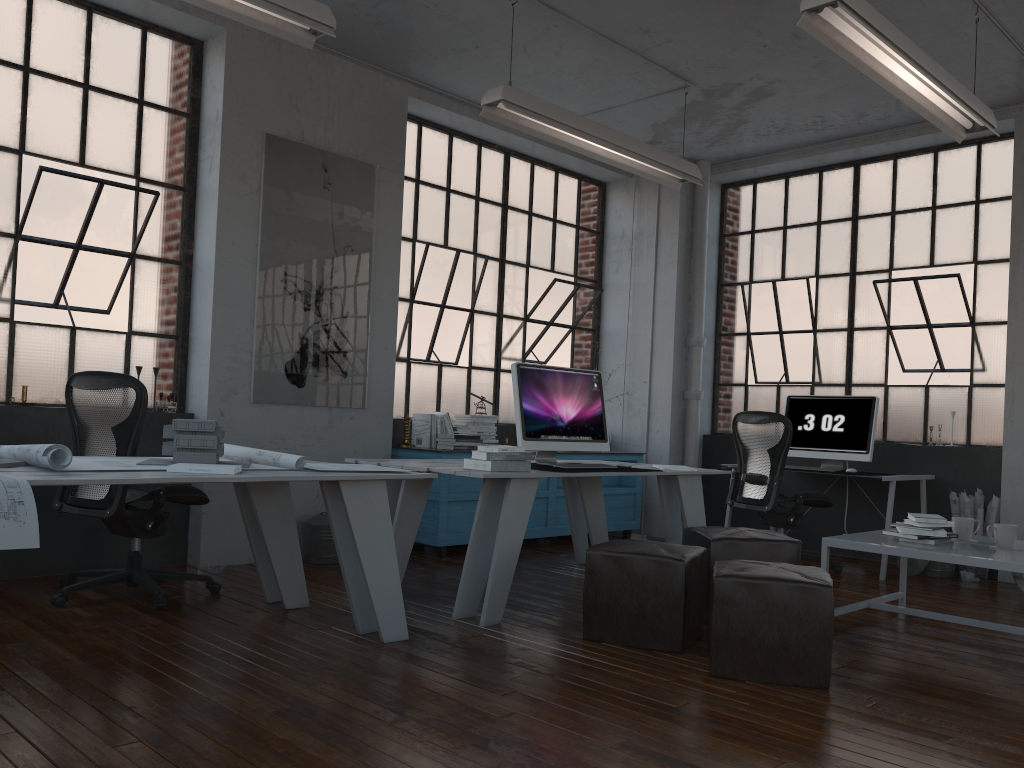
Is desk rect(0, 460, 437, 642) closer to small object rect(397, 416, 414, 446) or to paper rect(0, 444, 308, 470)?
paper rect(0, 444, 308, 470)

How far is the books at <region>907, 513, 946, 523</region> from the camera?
4.1m

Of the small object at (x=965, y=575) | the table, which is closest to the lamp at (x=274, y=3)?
the table

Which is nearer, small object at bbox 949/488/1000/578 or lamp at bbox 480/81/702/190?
lamp at bbox 480/81/702/190

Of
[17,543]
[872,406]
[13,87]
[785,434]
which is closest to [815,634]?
[17,543]

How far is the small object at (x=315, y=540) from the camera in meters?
5.4 m

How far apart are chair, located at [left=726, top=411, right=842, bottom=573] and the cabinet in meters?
1.2 m

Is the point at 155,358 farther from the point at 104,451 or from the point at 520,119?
the point at 520,119

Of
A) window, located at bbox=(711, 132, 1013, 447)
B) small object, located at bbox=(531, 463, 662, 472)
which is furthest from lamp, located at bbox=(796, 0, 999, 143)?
small object, located at bbox=(531, 463, 662, 472)

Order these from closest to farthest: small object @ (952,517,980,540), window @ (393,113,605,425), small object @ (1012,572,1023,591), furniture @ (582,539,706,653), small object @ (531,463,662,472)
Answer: furniture @ (582,539,706,653), small object @ (952,517,980,540), small object @ (531,463,662,472), small object @ (1012,572,1023,591), window @ (393,113,605,425)
